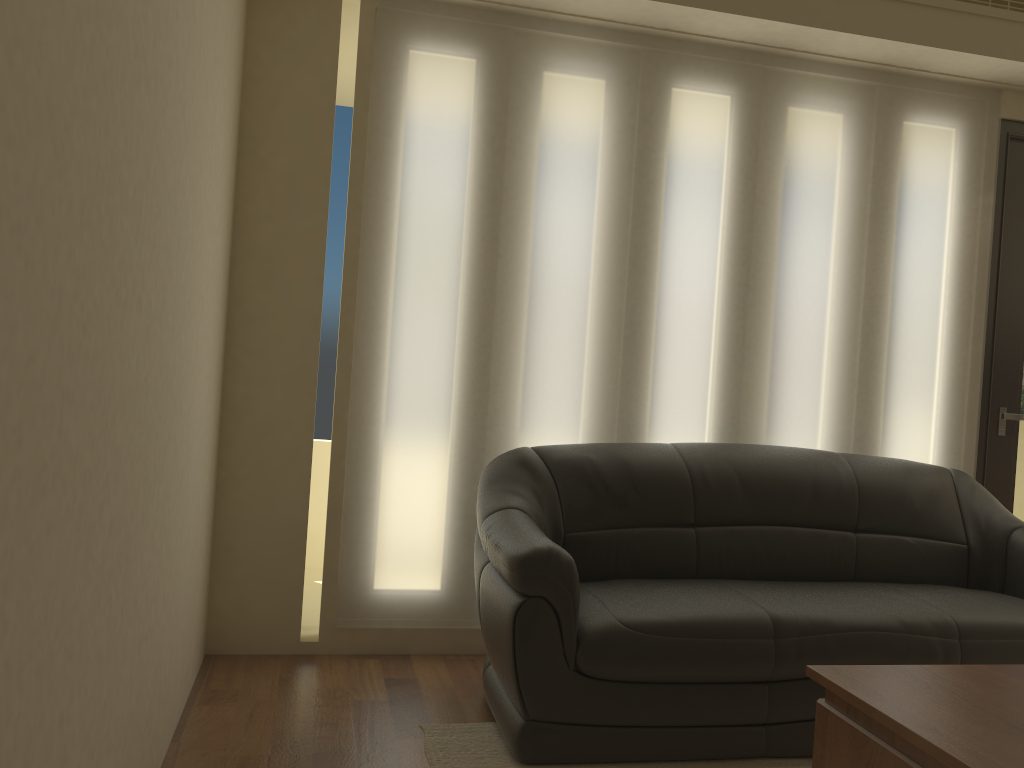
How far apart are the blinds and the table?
1.65m

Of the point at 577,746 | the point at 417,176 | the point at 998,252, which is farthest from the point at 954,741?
the point at 998,252

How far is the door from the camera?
4.1 meters

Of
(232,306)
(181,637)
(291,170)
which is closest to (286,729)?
(181,637)

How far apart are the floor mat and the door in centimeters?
195cm

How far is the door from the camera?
4.1m

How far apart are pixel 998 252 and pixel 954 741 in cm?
302

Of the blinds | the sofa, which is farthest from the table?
the blinds

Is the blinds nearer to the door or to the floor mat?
the door

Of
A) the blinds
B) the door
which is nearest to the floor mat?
the blinds
